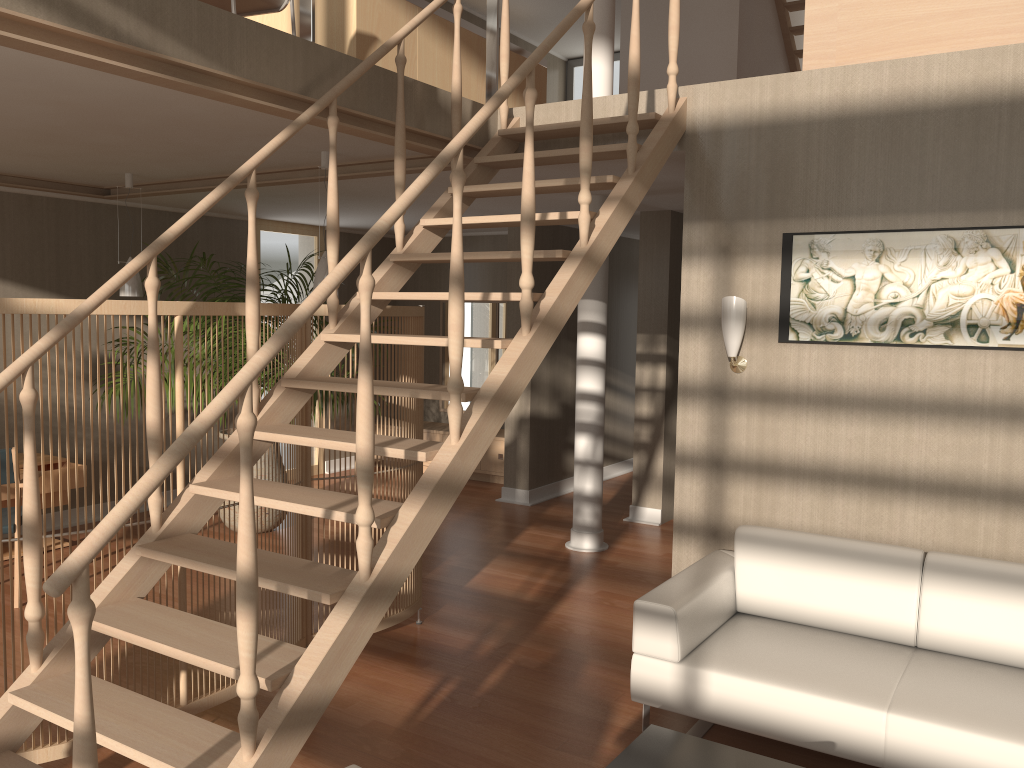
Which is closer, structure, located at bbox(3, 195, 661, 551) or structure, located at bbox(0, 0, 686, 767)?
structure, located at bbox(0, 0, 686, 767)

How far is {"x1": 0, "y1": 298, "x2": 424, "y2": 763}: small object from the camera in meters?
2.9 m

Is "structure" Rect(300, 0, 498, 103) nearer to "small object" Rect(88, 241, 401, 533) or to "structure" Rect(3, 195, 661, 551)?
"structure" Rect(3, 195, 661, 551)

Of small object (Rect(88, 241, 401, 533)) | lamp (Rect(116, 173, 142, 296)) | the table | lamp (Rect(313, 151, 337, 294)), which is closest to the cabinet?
small object (Rect(88, 241, 401, 533))

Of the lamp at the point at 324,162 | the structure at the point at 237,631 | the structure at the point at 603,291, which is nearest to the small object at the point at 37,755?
the structure at the point at 237,631

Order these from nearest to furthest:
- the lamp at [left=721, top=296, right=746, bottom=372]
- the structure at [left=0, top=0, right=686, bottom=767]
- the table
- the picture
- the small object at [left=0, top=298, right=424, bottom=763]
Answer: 1. the structure at [left=0, top=0, right=686, bottom=767]
2. the table
3. the small object at [left=0, top=298, right=424, bottom=763]
4. the picture
5. the lamp at [left=721, top=296, right=746, bottom=372]

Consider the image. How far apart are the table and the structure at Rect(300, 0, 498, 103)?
2.9 meters

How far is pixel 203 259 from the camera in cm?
588

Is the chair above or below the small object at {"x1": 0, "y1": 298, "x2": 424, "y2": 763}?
above

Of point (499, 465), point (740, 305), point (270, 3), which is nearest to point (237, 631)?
point (740, 305)
